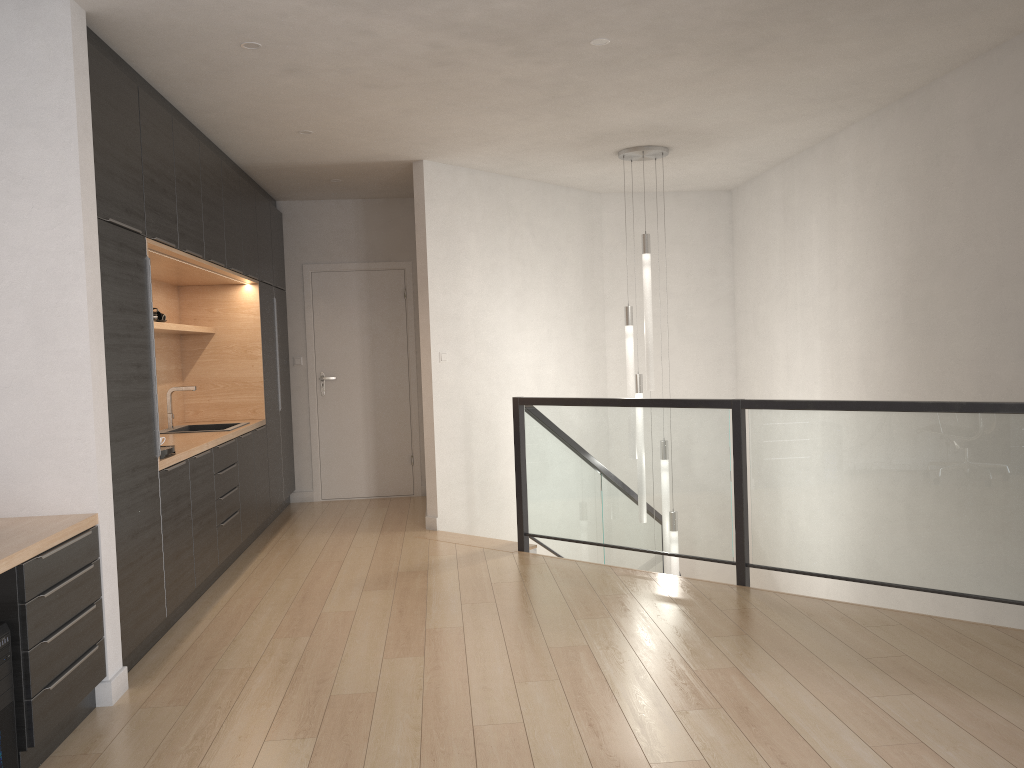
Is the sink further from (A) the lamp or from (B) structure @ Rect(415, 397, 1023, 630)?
(A) the lamp

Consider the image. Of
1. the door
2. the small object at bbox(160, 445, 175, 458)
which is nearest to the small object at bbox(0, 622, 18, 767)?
the small object at bbox(160, 445, 175, 458)

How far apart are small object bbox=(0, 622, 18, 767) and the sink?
3.3m

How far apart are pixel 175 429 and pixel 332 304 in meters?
2.3 m

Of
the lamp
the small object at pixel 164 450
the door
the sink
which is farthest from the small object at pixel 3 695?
the door

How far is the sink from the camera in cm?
601

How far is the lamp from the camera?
6.3m

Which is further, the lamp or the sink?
the lamp

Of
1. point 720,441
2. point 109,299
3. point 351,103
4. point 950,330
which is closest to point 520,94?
point 351,103

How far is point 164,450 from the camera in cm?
430
